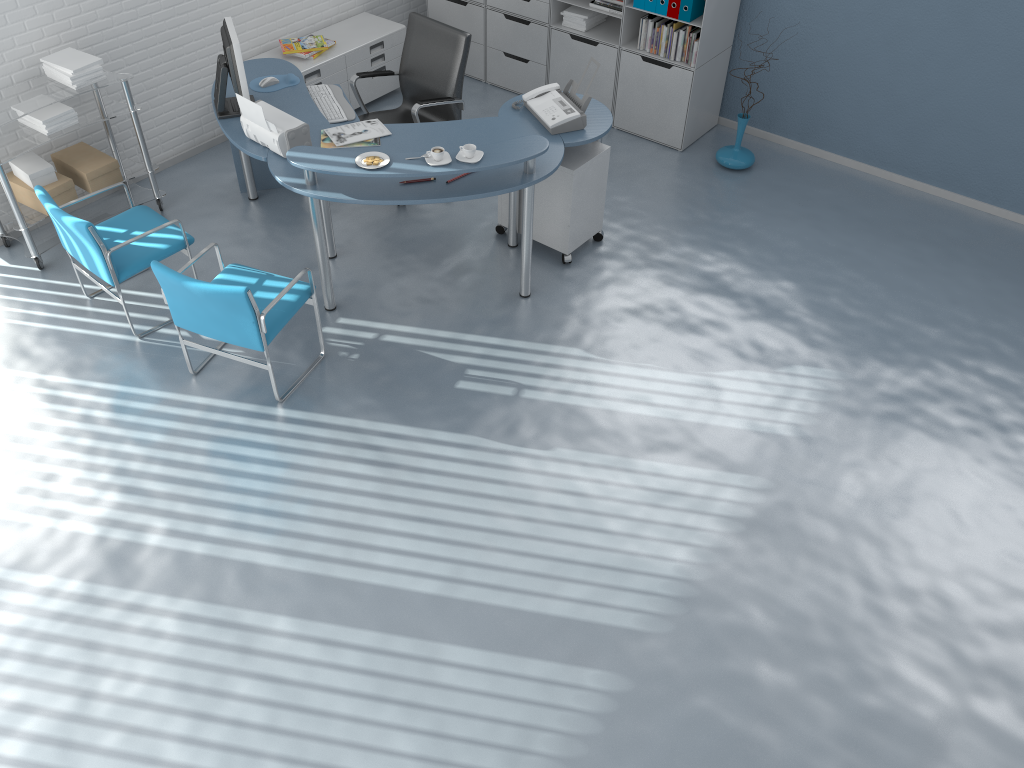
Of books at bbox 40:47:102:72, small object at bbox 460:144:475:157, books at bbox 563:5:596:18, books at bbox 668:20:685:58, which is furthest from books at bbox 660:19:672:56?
books at bbox 40:47:102:72

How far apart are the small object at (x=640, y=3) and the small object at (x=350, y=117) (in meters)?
2.05

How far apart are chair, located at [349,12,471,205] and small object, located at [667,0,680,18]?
1.4m

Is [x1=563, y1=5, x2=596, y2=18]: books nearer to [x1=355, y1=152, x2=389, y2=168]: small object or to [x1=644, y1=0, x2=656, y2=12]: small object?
[x1=644, y1=0, x2=656, y2=12]: small object

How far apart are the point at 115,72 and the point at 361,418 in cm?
250

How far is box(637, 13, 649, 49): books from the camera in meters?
5.8

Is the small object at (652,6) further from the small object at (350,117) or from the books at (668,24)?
the small object at (350,117)

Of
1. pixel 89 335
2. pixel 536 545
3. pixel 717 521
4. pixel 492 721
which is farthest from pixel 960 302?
pixel 89 335

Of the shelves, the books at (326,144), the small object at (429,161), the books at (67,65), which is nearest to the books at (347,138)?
the books at (326,144)

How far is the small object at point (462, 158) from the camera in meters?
4.1 m
